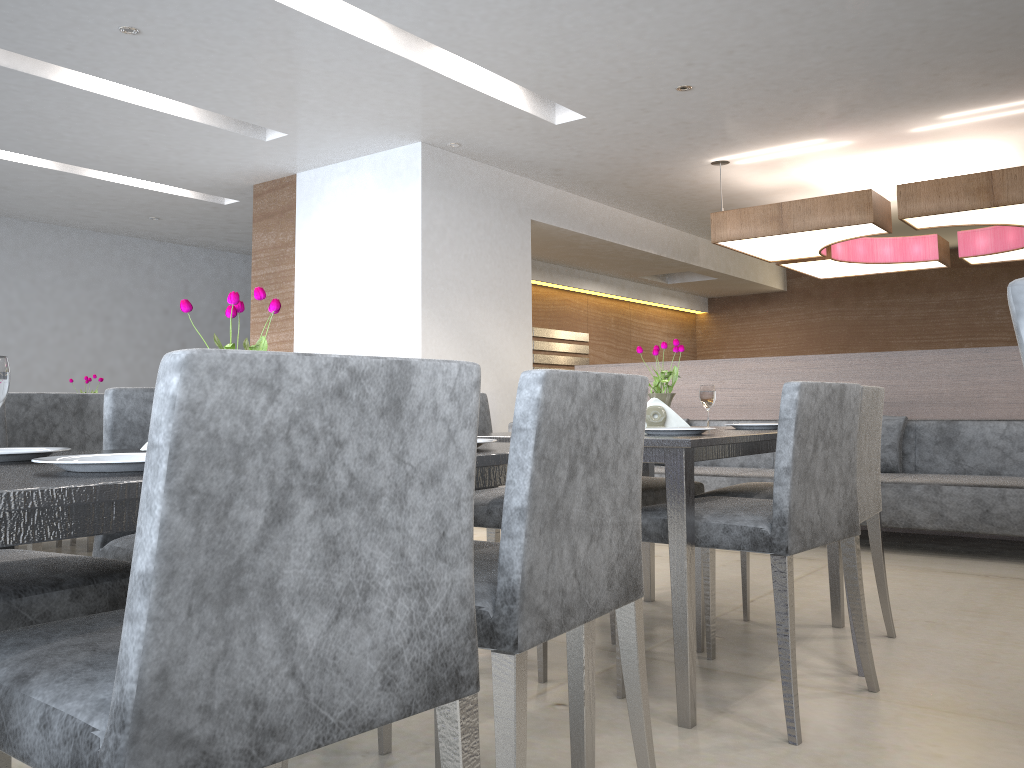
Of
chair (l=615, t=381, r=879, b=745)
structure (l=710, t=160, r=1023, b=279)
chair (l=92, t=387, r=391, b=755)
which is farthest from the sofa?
chair (l=92, t=387, r=391, b=755)

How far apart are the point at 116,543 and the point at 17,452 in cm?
59

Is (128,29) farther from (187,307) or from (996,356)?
(996,356)

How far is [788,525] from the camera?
2.0m

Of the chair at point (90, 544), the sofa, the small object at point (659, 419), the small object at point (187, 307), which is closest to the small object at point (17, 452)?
the small object at point (187, 307)

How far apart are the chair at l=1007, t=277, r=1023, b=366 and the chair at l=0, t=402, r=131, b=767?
1.4 meters

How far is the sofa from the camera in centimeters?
398cm

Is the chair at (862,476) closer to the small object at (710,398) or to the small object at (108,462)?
the small object at (710,398)

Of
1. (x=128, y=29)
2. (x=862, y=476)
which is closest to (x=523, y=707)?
(x=862, y=476)

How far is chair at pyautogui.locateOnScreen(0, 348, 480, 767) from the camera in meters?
0.8
